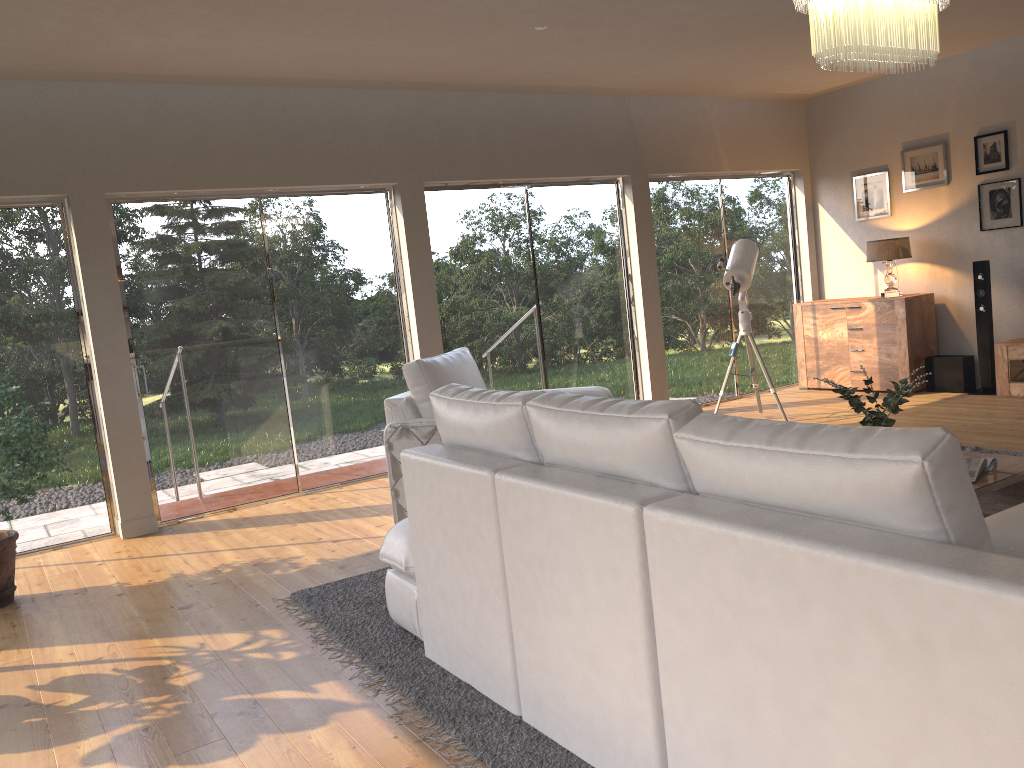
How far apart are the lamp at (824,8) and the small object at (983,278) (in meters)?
4.03

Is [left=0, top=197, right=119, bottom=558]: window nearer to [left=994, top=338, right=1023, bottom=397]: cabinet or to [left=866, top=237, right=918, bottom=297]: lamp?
[left=866, top=237, right=918, bottom=297]: lamp

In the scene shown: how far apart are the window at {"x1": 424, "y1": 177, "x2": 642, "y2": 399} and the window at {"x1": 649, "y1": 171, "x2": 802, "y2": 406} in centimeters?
37cm

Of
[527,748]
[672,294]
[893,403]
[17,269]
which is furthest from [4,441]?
[672,294]

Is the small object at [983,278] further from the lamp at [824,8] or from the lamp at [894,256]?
the lamp at [824,8]

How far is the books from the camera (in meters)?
3.59

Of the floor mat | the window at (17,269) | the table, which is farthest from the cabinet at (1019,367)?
the window at (17,269)

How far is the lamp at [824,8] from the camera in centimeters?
334cm

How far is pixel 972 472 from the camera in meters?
3.6 m

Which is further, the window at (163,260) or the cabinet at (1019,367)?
the cabinet at (1019,367)
